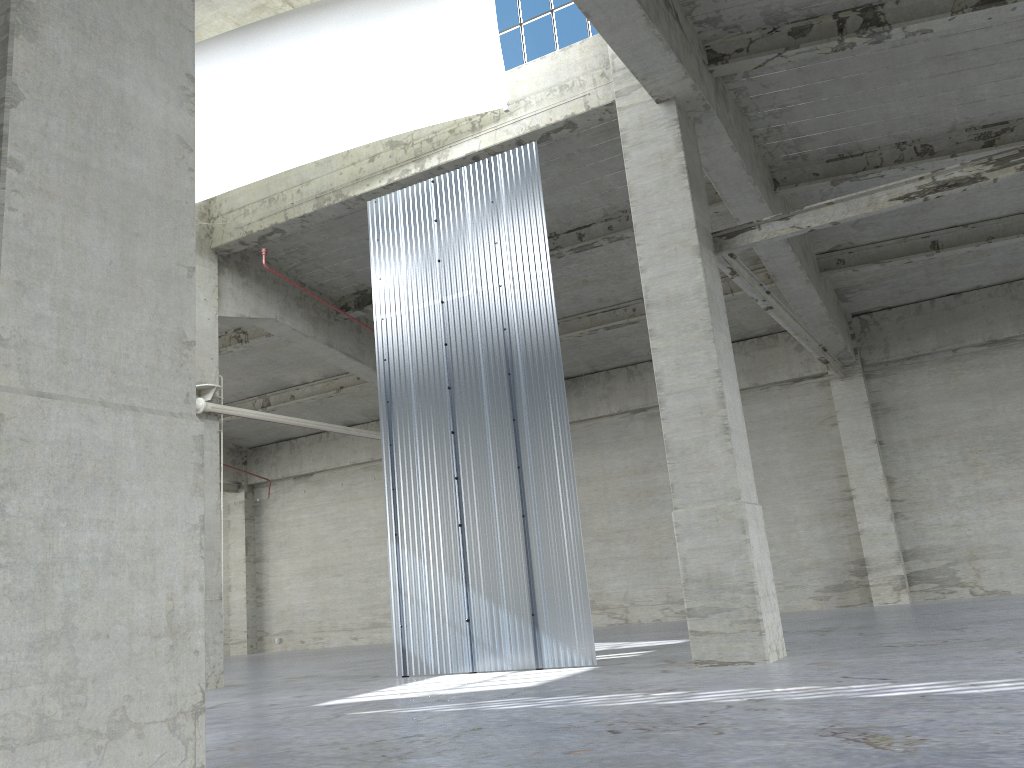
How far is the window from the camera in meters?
18.6 m

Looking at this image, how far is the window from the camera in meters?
18.6 m
